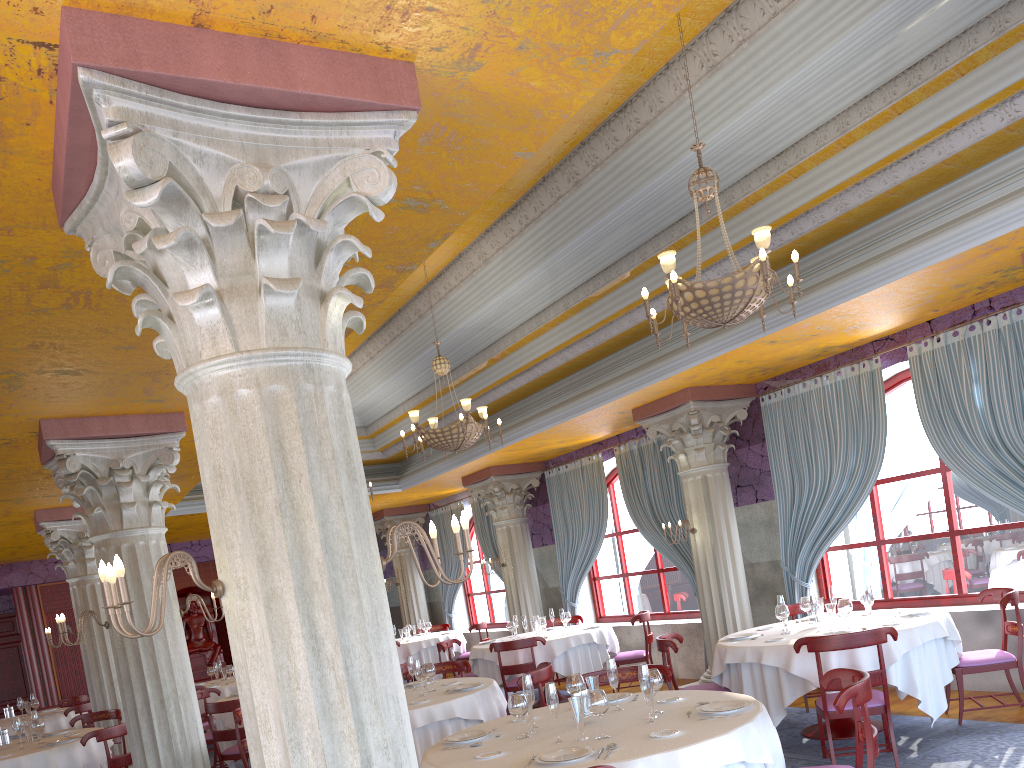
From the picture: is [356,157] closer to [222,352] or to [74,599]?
[222,352]

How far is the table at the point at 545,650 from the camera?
10.62m

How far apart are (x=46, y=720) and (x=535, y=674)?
8.3m

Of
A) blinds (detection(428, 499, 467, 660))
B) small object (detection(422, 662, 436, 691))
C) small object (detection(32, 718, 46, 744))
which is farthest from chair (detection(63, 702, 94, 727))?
blinds (detection(428, 499, 467, 660))

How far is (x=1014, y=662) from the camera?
6.9 meters

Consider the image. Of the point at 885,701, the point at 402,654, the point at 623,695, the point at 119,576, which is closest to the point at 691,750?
the point at 623,695

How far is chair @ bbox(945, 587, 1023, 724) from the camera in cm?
692

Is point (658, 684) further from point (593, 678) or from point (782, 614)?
point (782, 614)

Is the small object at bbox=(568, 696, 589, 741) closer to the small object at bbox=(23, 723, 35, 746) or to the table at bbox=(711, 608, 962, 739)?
the table at bbox=(711, 608, 962, 739)

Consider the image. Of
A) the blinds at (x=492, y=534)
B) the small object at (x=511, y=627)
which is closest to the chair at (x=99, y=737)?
the small object at (x=511, y=627)
